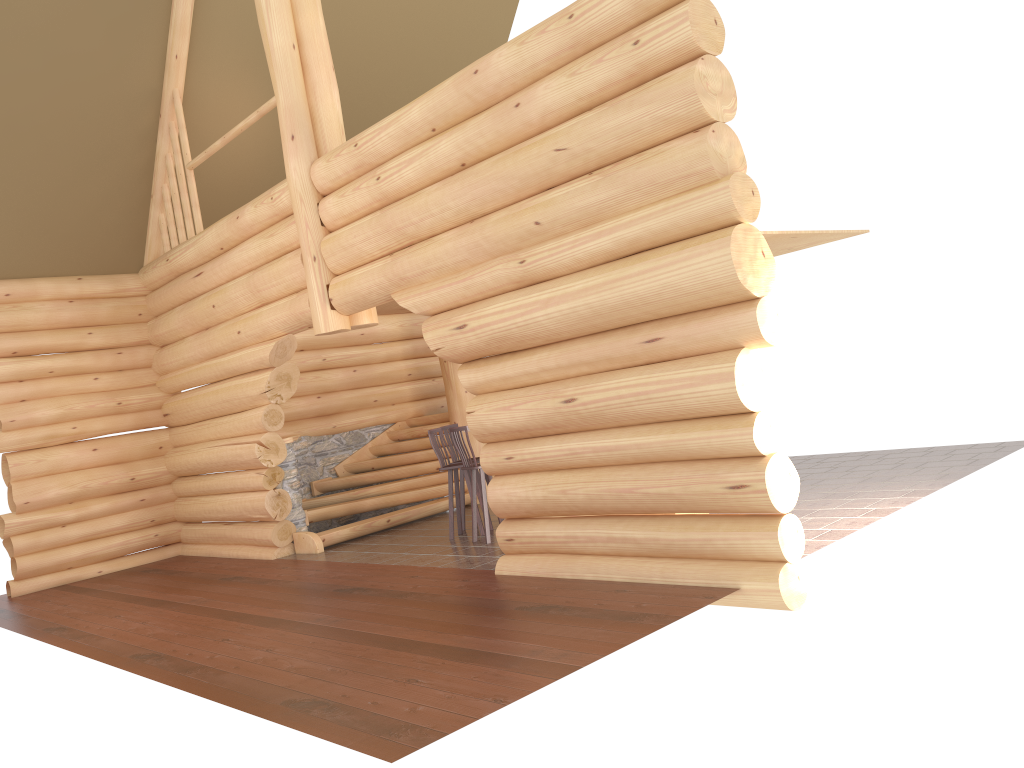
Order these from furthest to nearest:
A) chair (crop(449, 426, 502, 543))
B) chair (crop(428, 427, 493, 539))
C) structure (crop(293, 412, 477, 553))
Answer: structure (crop(293, 412, 477, 553))
chair (crop(428, 427, 493, 539))
chair (crop(449, 426, 502, 543))

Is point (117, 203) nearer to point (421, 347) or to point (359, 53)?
point (359, 53)

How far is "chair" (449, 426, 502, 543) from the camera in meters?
9.8

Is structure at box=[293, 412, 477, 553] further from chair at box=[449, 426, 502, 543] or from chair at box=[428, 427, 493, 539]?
chair at box=[449, 426, 502, 543]

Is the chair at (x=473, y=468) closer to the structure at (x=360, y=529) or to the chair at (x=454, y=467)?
the chair at (x=454, y=467)

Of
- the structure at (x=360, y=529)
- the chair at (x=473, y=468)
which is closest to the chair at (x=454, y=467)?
the chair at (x=473, y=468)

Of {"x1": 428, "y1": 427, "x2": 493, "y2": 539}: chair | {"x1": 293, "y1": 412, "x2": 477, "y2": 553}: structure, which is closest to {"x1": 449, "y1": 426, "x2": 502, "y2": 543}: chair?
{"x1": 428, "y1": 427, "x2": 493, "y2": 539}: chair

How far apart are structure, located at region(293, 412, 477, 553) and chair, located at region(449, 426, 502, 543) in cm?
261

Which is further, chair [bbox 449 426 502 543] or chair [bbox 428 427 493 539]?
chair [bbox 428 427 493 539]

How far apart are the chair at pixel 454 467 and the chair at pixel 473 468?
0.5m
